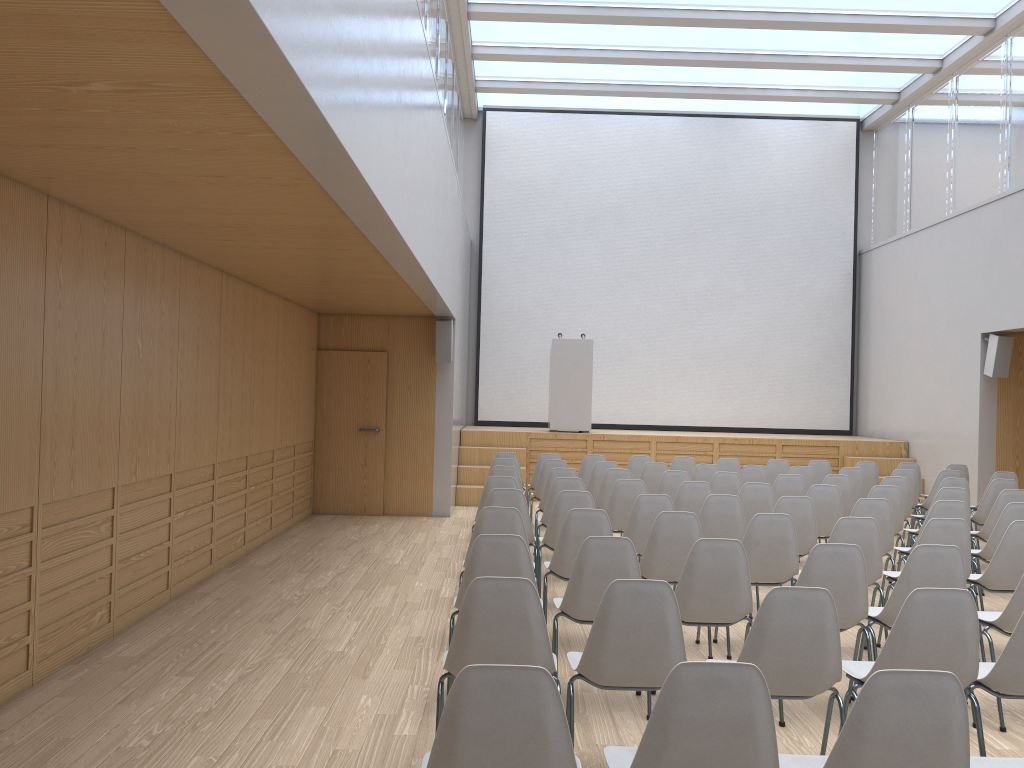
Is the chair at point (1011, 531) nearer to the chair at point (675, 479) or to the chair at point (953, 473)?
the chair at point (675, 479)

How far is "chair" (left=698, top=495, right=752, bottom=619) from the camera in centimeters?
620cm

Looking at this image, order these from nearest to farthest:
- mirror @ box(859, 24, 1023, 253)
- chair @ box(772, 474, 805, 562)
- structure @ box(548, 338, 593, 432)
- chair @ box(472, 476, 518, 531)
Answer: chair @ box(472, 476, 518, 531) < chair @ box(772, 474, 805, 562) < mirror @ box(859, 24, 1023, 253) < structure @ box(548, 338, 593, 432)

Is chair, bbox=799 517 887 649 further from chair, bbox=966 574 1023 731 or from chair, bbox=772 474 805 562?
chair, bbox=772 474 805 562

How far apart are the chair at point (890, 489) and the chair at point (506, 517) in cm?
352

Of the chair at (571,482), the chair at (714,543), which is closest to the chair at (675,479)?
the chair at (571,482)

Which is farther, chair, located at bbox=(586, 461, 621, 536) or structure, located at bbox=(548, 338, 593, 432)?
structure, located at bbox=(548, 338, 593, 432)

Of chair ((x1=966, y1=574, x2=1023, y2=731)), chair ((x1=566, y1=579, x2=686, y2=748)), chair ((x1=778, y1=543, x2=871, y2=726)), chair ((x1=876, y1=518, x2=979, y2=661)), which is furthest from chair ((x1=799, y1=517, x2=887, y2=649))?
chair ((x1=566, y1=579, x2=686, y2=748))

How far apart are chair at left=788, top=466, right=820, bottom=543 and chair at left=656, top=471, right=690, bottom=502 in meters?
1.7

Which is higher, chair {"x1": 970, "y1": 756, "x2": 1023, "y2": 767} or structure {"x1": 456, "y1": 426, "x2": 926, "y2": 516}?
structure {"x1": 456, "y1": 426, "x2": 926, "y2": 516}
